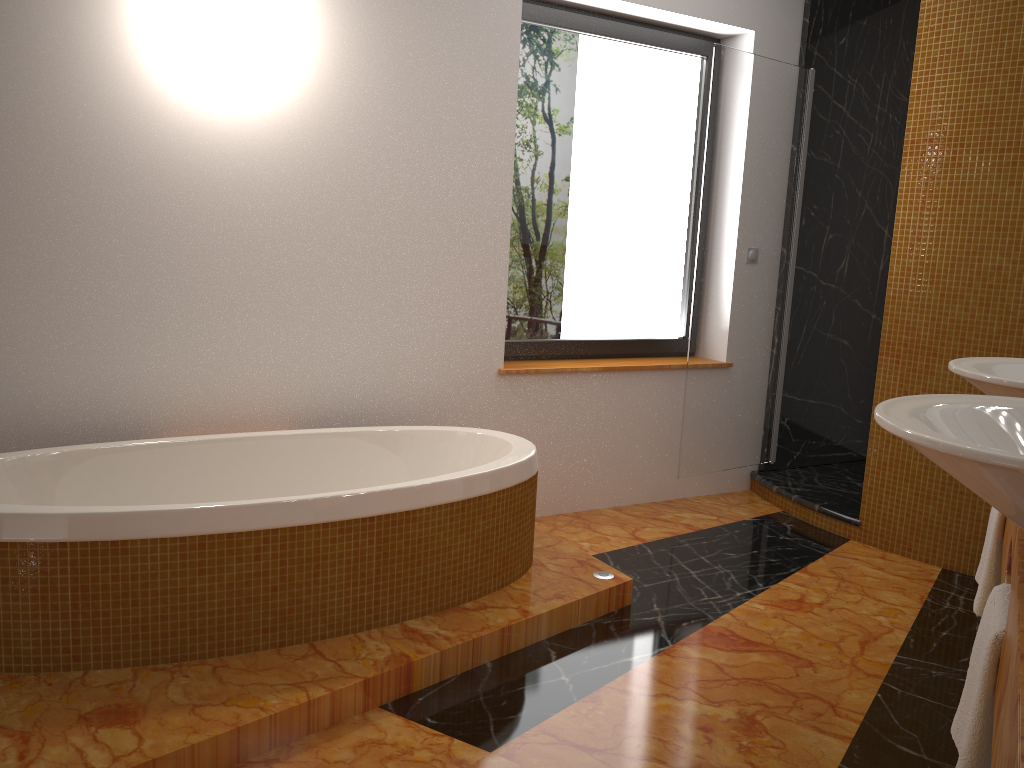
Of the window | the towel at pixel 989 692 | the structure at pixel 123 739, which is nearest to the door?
the window

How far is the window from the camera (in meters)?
3.72

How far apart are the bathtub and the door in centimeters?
111cm

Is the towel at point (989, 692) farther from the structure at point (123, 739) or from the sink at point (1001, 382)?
the structure at point (123, 739)

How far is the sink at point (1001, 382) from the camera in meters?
1.7

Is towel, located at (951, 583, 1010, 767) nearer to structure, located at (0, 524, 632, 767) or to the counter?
the counter

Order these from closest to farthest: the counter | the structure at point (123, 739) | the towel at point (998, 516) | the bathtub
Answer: the counter < the structure at point (123, 739) < the towel at point (998, 516) < the bathtub

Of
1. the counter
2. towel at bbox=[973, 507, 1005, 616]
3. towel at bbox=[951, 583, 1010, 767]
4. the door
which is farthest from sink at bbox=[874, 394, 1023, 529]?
the door

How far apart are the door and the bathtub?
1.1m

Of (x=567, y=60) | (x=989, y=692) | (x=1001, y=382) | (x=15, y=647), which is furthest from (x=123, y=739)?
(x=567, y=60)
